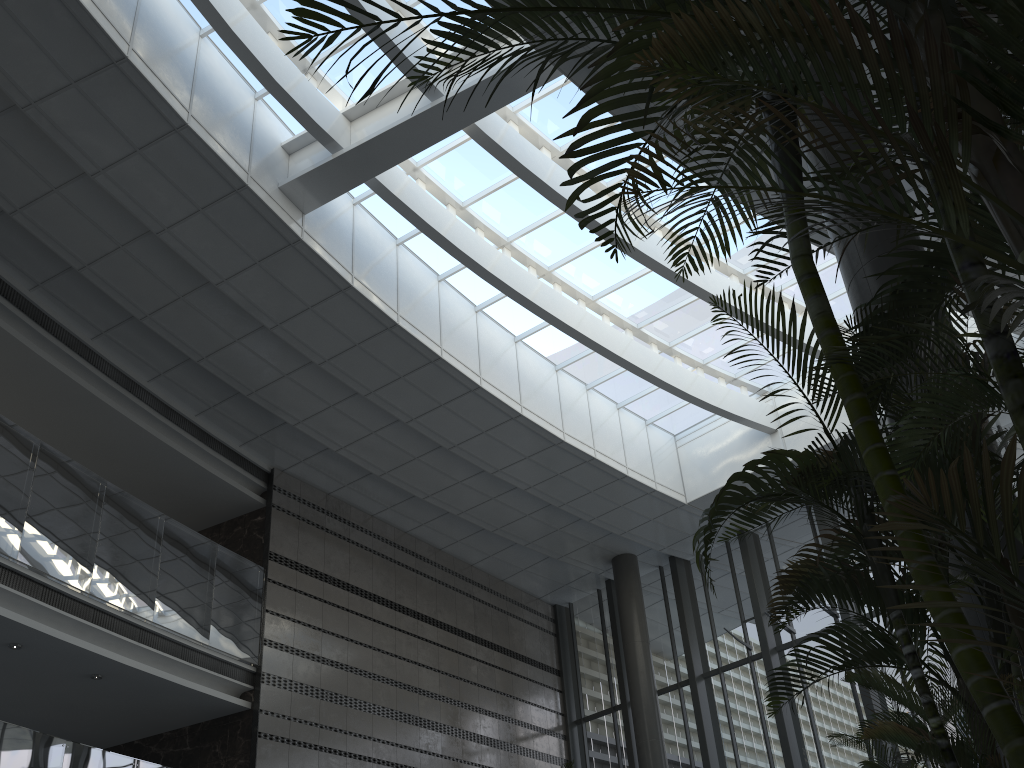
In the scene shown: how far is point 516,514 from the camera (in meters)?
13.59

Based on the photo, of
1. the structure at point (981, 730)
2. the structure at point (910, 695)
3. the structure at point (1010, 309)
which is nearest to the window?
the structure at point (1010, 309)

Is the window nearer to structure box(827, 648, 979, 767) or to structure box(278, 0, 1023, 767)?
structure box(278, 0, 1023, 767)

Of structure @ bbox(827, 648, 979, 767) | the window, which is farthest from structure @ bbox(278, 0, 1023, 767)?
the window

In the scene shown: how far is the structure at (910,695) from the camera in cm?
515

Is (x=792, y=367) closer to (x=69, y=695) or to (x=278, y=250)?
(x=278, y=250)

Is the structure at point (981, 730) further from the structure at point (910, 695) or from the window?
the window

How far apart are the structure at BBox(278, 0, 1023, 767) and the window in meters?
6.4

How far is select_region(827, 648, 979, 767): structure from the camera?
5.2 meters

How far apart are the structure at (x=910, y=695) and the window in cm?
683
